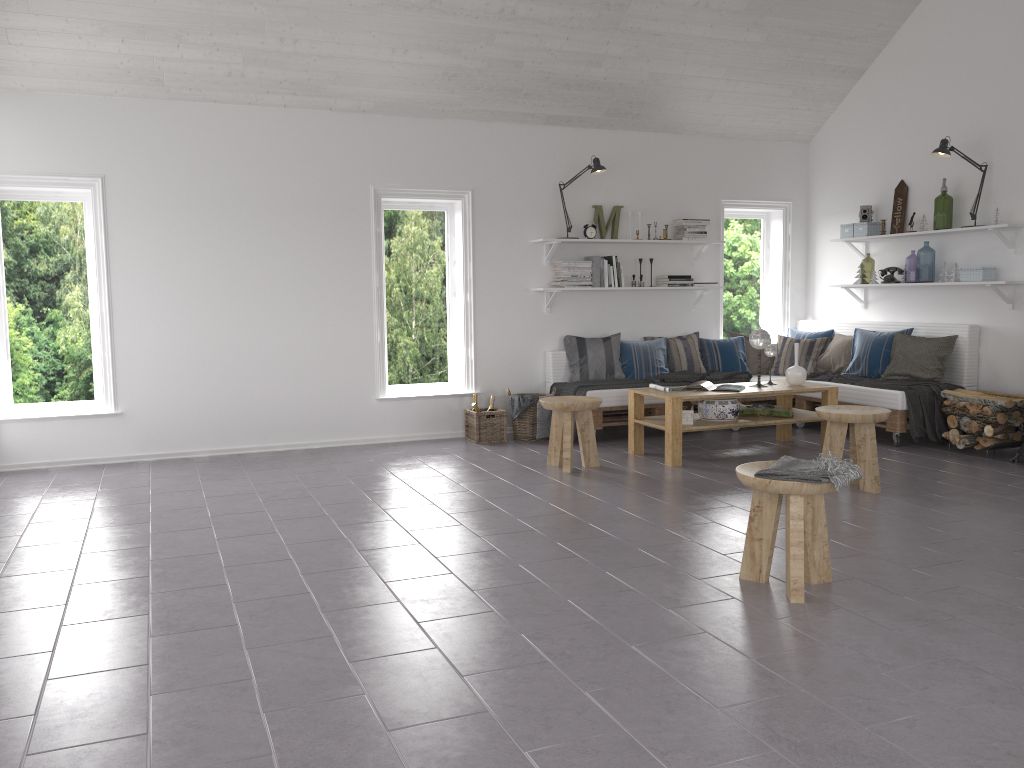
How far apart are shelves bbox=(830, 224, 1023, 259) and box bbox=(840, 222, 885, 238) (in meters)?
0.06

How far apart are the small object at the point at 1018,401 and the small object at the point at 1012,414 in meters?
0.1 m

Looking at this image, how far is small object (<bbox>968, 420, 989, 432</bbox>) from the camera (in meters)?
6.27

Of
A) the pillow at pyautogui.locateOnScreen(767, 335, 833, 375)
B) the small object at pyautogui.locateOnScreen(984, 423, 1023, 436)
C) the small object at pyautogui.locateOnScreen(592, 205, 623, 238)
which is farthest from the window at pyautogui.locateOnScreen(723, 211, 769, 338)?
the small object at pyautogui.locateOnScreen(984, 423, 1023, 436)

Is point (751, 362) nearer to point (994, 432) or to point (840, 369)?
point (840, 369)

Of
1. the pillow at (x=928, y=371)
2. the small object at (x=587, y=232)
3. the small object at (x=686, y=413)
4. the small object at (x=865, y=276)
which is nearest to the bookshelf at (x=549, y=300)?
the small object at (x=587, y=232)

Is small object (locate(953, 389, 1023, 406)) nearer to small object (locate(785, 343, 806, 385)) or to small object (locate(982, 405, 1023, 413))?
small object (locate(982, 405, 1023, 413))

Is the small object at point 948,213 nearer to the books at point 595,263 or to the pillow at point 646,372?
the pillow at point 646,372

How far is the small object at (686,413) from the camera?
6.3 meters

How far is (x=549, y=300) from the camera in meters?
7.6
